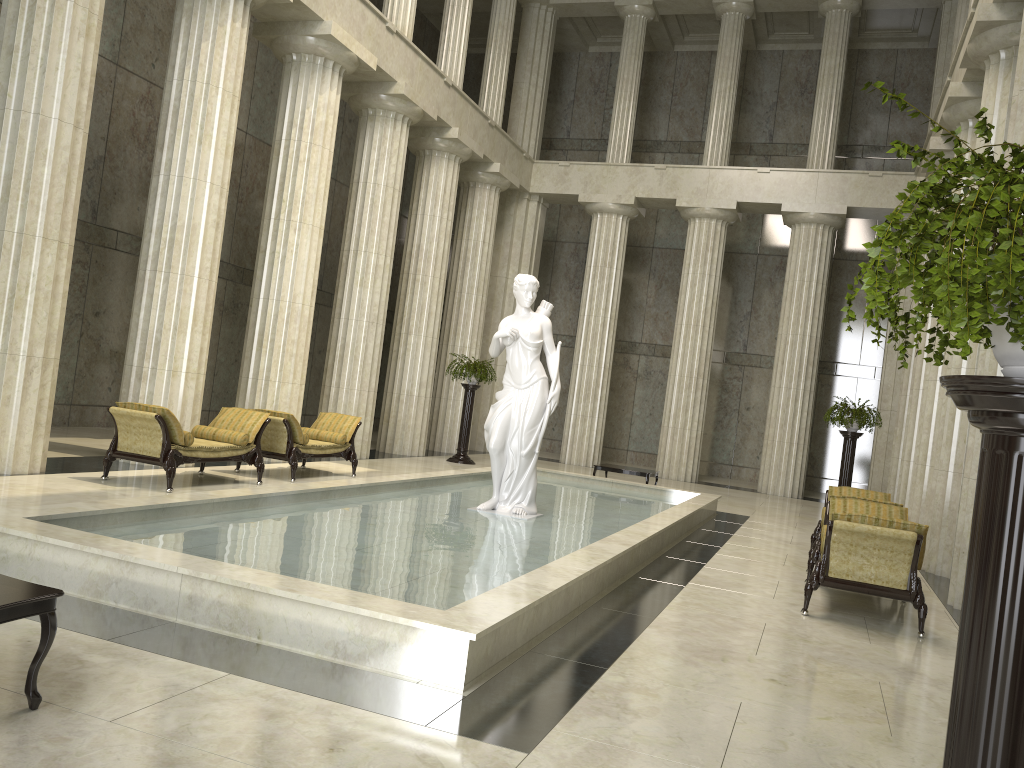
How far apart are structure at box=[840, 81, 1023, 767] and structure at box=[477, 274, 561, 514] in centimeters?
770cm

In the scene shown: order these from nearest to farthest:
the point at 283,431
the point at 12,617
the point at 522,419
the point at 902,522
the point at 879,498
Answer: the point at 12,617 < the point at 902,522 < the point at 522,419 < the point at 879,498 < the point at 283,431

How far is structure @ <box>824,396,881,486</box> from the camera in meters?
16.4

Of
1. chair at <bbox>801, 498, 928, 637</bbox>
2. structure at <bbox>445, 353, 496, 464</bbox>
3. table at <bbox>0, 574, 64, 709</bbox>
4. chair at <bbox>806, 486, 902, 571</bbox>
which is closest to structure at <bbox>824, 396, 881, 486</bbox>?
chair at <bbox>806, 486, 902, 571</bbox>

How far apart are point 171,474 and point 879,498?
8.64m

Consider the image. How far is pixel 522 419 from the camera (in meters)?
10.37

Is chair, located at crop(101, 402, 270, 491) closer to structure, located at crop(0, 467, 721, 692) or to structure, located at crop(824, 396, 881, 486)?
structure, located at crop(0, 467, 721, 692)

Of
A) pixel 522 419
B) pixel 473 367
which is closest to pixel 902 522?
pixel 522 419

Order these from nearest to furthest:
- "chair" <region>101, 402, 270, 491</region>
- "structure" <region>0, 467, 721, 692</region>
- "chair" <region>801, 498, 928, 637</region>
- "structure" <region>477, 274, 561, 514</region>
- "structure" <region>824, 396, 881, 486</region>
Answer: "structure" <region>0, 467, 721, 692</region>
"chair" <region>801, 498, 928, 637</region>
"chair" <region>101, 402, 270, 491</region>
"structure" <region>477, 274, 561, 514</region>
"structure" <region>824, 396, 881, 486</region>

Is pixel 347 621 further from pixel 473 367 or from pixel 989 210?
pixel 473 367
